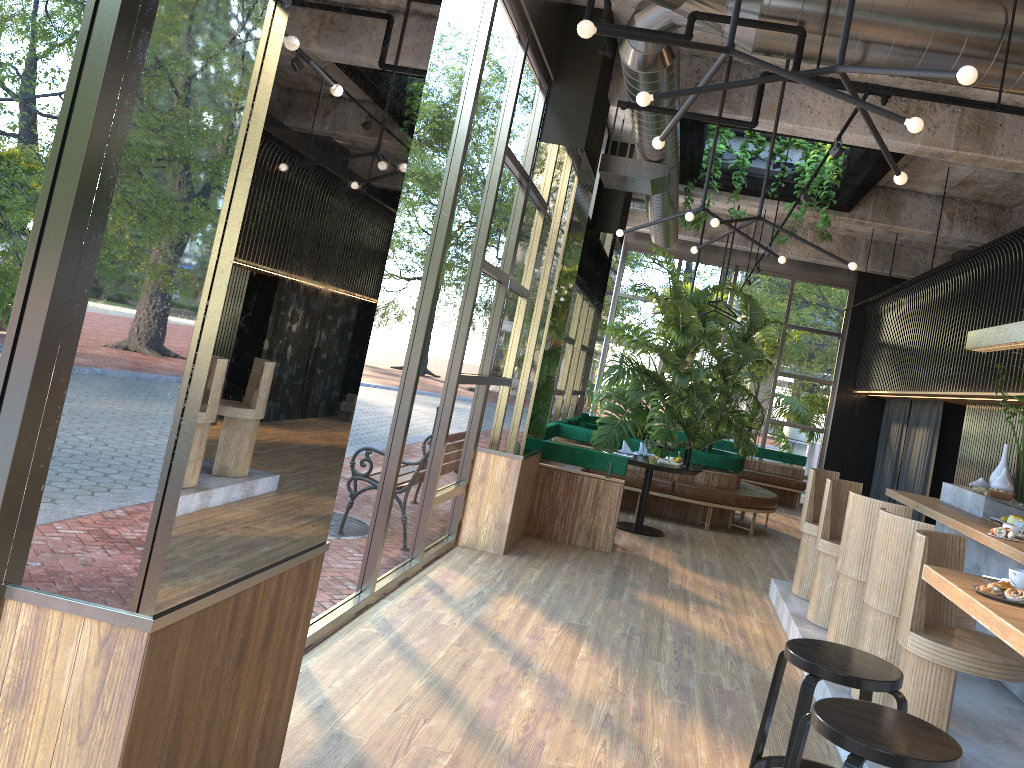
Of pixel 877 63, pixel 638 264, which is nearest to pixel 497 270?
pixel 877 63

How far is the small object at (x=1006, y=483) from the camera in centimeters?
648cm

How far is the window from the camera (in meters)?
2.00

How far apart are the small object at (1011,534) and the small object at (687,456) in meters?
2.5 m

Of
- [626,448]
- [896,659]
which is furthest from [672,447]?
[626,448]

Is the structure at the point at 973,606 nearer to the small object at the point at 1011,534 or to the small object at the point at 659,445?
the small object at the point at 1011,534

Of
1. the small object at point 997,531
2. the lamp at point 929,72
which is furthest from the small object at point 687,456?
the small object at point 997,531

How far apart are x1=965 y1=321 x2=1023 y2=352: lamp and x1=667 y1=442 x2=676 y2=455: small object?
2.8m

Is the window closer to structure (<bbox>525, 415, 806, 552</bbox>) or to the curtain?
structure (<bbox>525, 415, 806, 552</bbox>)

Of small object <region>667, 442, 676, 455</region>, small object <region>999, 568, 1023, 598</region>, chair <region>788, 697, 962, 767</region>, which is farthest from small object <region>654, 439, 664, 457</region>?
small object <region>999, 568, 1023, 598</region>
